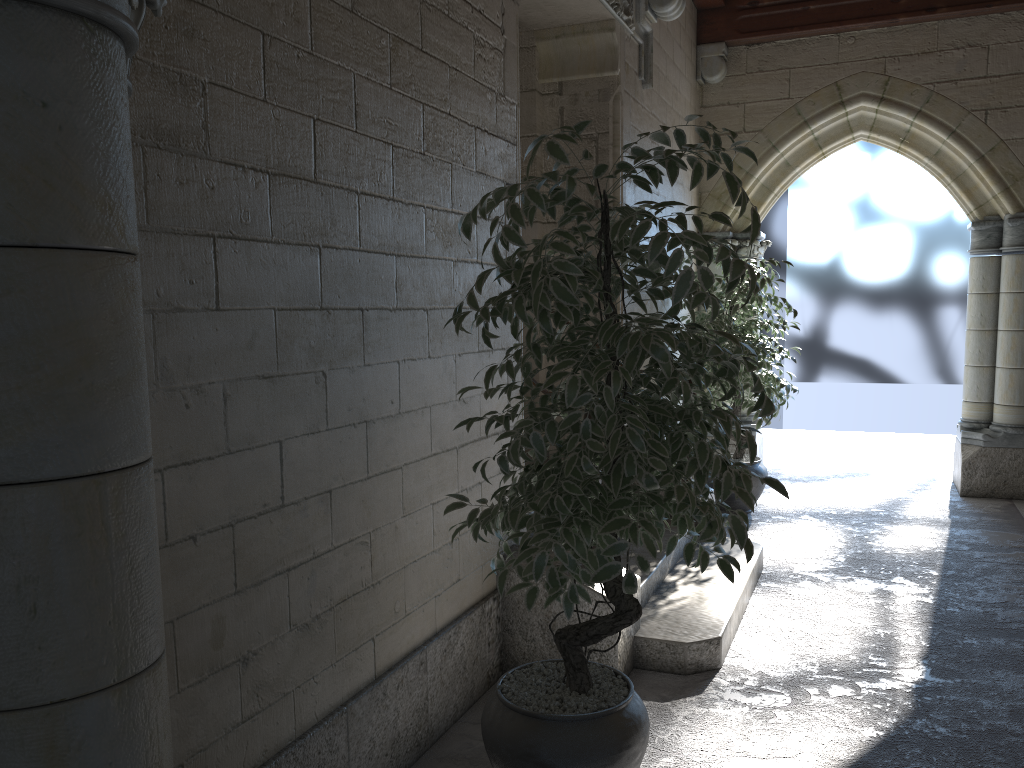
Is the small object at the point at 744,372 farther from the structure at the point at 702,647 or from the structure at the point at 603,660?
the structure at the point at 603,660

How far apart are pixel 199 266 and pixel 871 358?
6.94m

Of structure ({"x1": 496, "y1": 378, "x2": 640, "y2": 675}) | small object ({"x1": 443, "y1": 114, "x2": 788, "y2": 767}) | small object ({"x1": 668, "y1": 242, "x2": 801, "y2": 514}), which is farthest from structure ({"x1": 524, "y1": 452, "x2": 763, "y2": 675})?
small object ({"x1": 668, "y1": 242, "x2": 801, "y2": 514})

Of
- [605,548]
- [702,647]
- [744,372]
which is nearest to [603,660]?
Answer: [702,647]

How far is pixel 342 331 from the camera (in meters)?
2.05

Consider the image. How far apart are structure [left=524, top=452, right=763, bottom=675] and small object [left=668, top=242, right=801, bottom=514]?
1.05m

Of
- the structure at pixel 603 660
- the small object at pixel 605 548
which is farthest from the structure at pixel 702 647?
the small object at pixel 605 548

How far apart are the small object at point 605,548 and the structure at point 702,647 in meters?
0.8

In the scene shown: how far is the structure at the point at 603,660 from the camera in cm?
281

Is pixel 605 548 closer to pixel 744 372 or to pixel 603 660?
pixel 603 660
